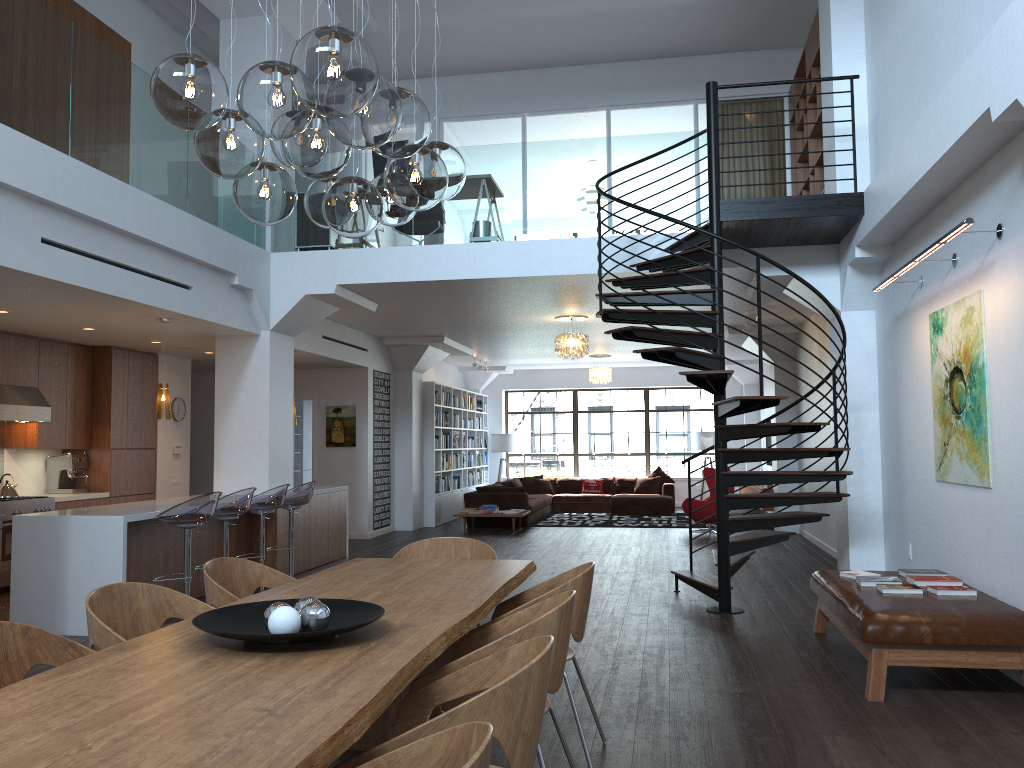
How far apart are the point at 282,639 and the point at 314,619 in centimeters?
19cm

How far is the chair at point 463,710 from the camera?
2.0m

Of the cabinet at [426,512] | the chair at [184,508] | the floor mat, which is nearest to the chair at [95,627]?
the chair at [184,508]

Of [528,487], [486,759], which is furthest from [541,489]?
[486,759]

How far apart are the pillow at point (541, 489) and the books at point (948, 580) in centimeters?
1247cm

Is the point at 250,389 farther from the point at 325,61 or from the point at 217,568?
the point at 325,61

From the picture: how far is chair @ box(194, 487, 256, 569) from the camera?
7.1m

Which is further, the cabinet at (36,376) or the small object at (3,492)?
the cabinet at (36,376)

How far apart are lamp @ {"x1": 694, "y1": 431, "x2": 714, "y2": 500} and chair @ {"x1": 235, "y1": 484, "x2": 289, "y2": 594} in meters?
11.8

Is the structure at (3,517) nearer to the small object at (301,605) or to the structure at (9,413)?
the structure at (9,413)
